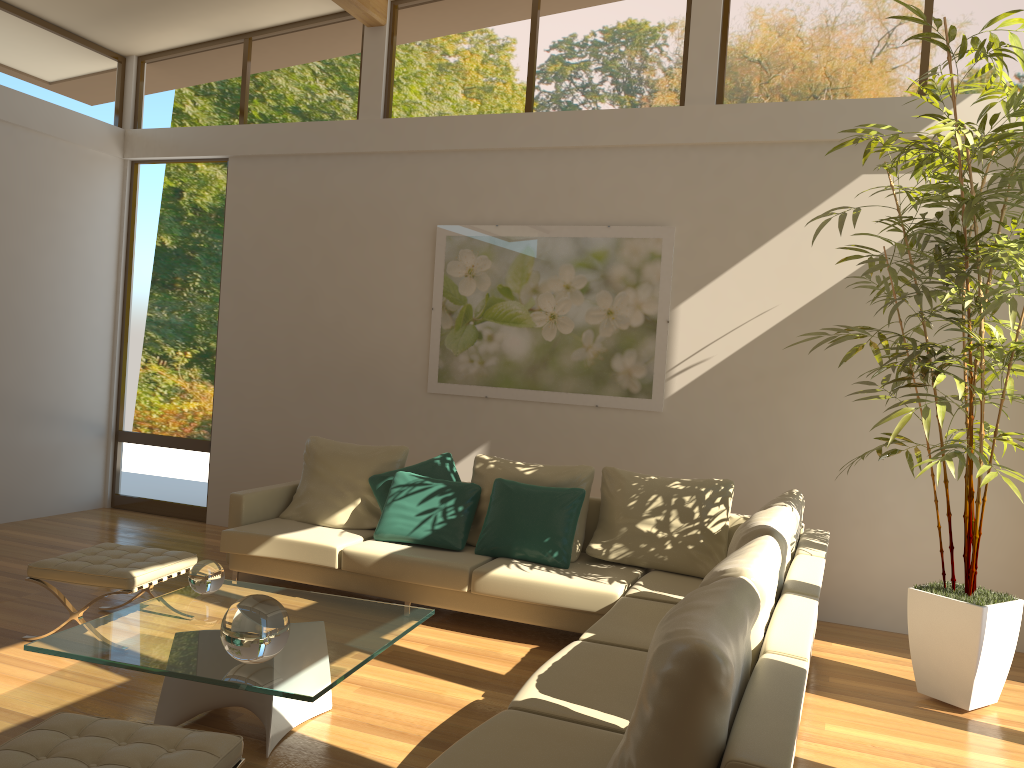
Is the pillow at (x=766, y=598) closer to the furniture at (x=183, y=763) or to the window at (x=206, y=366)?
the furniture at (x=183, y=763)

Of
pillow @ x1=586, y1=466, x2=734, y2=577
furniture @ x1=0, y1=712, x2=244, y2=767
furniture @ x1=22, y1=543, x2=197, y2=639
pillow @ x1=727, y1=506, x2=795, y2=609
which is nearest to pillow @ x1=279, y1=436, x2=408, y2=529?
furniture @ x1=22, y1=543, x2=197, y2=639

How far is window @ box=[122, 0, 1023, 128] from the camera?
5.80m

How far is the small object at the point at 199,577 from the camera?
3.91m

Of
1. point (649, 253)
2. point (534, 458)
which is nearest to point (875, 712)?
point (534, 458)

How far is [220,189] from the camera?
7.64m

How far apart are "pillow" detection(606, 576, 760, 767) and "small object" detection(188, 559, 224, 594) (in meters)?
2.28

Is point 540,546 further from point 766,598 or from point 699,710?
point 699,710

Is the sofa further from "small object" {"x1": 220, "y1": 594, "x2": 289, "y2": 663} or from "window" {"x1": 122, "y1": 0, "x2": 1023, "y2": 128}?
"window" {"x1": 122, "y1": 0, "x2": 1023, "y2": 128}

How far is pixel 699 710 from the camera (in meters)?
1.95
